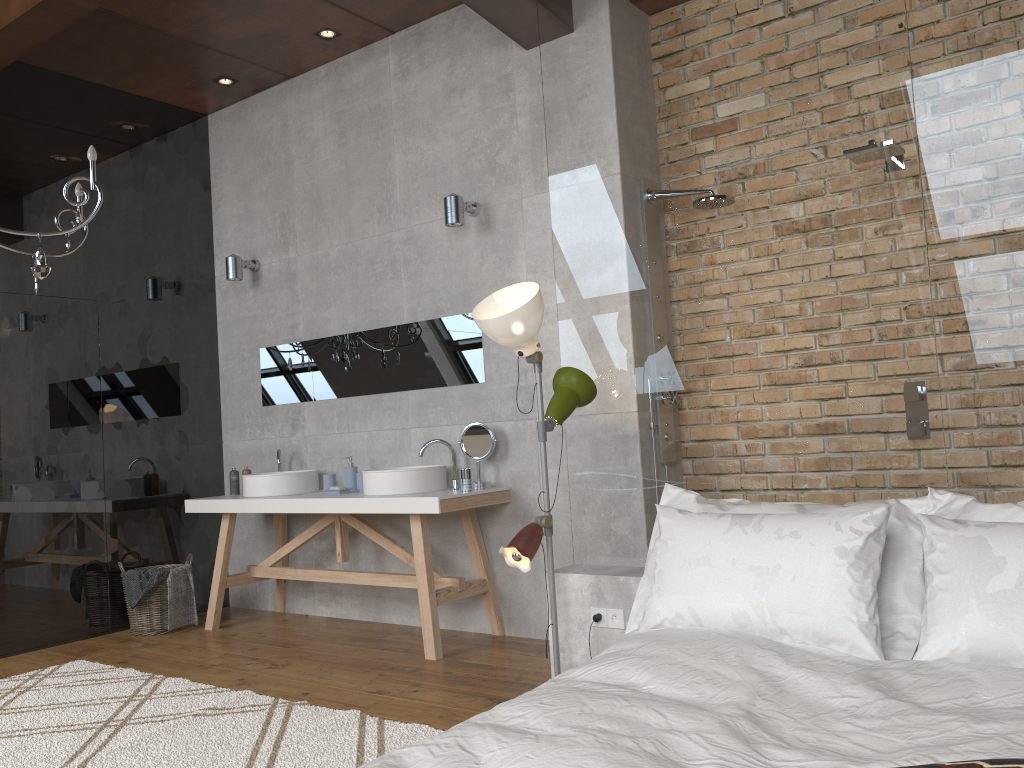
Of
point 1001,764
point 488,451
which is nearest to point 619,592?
point 488,451

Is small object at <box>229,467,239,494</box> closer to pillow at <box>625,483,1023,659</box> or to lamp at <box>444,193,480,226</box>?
lamp at <box>444,193,480,226</box>

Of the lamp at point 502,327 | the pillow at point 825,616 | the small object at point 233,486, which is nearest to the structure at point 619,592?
the lamp at point 502,327

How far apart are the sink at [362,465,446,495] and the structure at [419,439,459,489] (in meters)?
0.07

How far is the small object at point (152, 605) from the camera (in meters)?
5.12

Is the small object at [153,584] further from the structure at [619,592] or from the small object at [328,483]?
the structure at [619,592]

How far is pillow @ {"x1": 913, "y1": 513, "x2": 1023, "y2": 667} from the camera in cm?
212

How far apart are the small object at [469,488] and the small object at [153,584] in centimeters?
199cm

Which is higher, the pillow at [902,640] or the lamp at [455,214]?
the lamp at [455,214]

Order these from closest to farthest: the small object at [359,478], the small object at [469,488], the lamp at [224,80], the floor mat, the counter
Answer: the floor mat, the counter, the small object at [469,488], the small object at [359,478], the lamp at [224,80]
